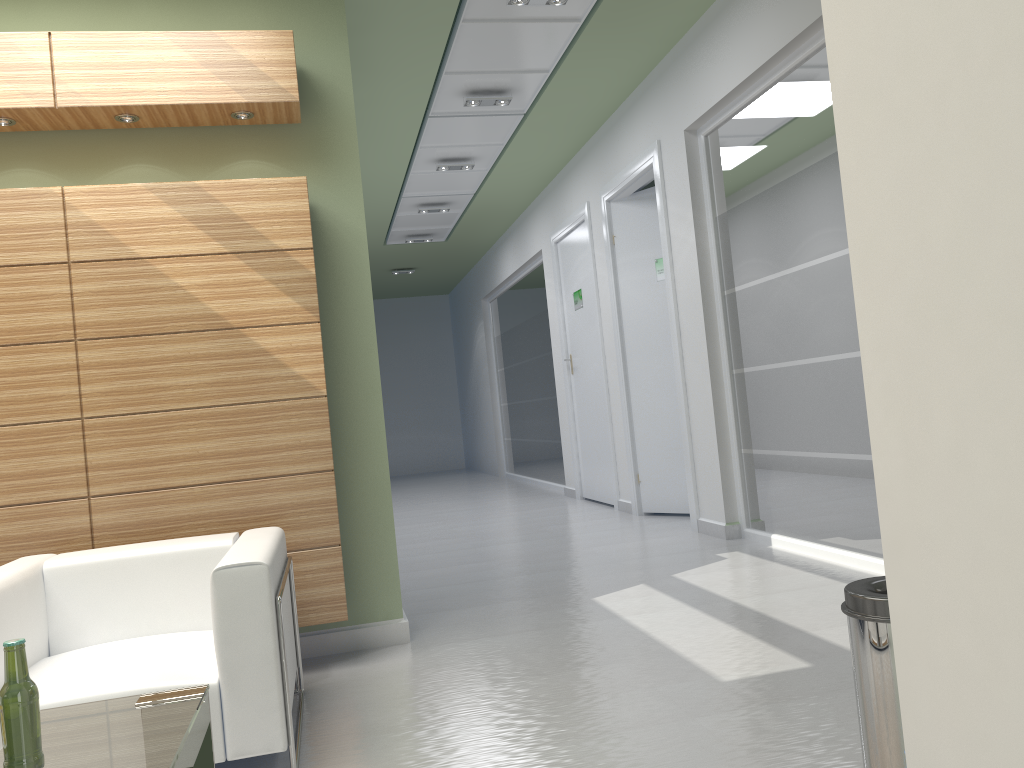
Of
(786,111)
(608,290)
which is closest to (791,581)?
(786,111)

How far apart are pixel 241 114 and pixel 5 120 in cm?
175

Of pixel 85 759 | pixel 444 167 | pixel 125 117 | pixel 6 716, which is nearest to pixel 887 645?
pixel 85 759

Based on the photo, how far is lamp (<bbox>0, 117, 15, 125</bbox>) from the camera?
6.8m

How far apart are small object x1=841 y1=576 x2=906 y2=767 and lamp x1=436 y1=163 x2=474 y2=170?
12.9 meters

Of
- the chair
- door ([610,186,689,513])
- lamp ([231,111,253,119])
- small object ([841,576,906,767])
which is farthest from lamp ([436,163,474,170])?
small object ([841,576,906,767])

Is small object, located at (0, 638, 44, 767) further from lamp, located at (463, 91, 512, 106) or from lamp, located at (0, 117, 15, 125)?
lamp, located at (463, 91, 512, 106)

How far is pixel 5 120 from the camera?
6.82m

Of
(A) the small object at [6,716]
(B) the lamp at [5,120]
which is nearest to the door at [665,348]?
(B) the lamp at [5,120]

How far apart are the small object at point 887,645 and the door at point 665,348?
10.0m
